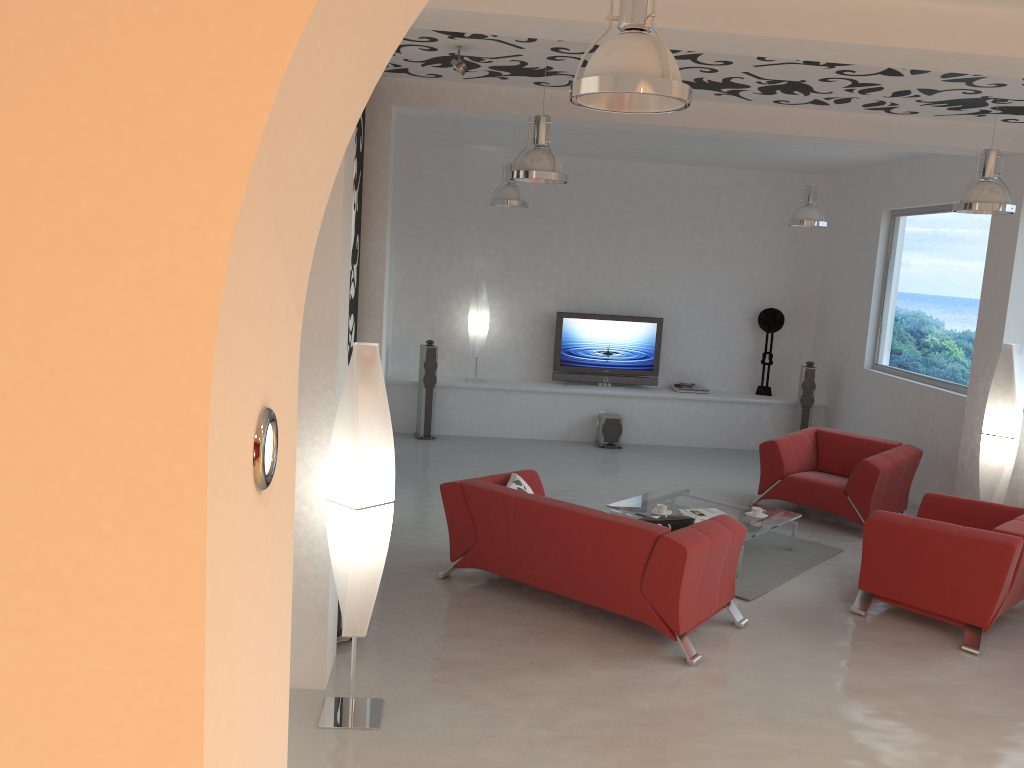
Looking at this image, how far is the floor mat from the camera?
6.3m

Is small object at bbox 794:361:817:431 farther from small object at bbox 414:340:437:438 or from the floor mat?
small object at bbox 414:340:437:438

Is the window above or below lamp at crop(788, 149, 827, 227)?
below

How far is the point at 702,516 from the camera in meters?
6.8

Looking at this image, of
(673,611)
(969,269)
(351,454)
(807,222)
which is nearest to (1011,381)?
(969,269)

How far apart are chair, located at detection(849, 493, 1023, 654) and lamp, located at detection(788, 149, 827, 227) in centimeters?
326cm

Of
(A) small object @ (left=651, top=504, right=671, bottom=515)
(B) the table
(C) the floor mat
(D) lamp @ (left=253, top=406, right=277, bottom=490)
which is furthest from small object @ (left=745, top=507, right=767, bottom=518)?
(D) lamp @ (left=253, top=406, right=277, bottom=490)

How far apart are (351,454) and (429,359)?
6.51m

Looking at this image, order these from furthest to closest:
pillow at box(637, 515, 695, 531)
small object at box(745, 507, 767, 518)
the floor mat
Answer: small object at box(745, 507, 767, 518), the floor mat, pillow at box(637, 515, 695, 531)

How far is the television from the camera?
11.20m
